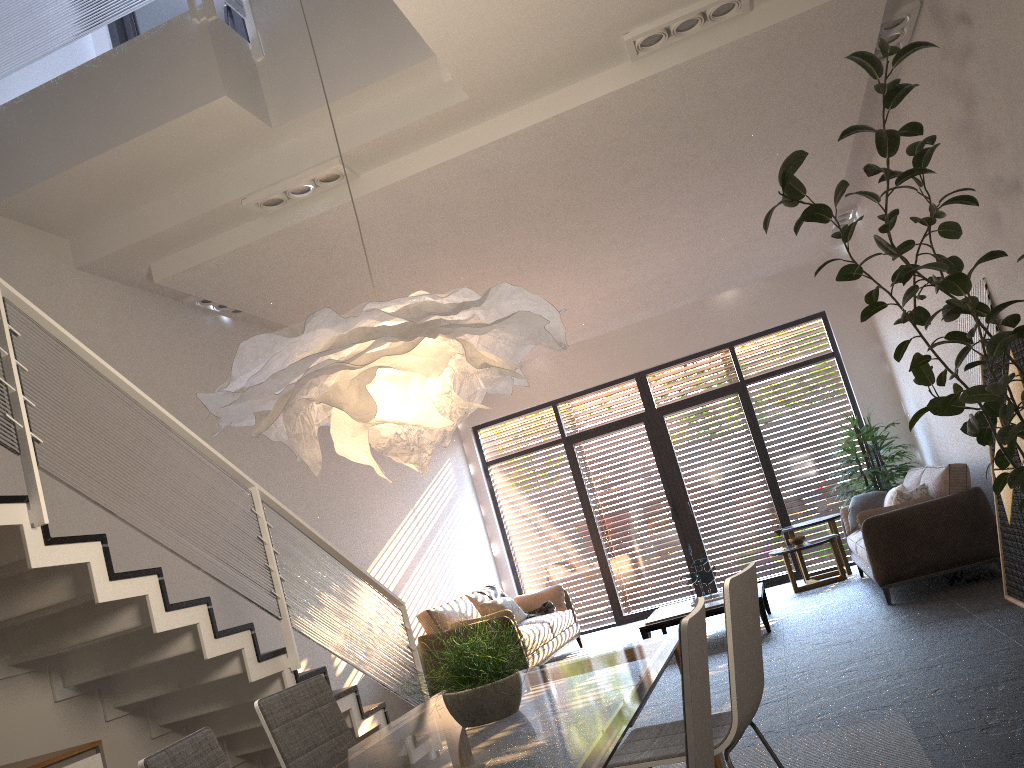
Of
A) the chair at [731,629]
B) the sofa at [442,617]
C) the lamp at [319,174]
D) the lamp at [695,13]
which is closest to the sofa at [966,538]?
the sofa at [442,617]

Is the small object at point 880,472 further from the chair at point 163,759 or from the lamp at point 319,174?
the chair at point 163,759

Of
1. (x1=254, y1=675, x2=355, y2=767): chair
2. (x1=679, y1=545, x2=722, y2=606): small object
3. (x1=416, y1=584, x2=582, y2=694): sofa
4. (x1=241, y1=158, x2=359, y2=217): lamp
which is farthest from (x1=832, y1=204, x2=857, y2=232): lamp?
(x1=254, y1=675, x2=355, y2=767): chair

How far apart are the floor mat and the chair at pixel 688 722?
1.7m

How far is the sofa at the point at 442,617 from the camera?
7.9m

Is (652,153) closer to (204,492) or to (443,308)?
(204,492)

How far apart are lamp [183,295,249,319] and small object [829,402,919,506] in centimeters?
624cm

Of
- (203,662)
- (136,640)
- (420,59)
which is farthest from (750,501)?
(136,640)

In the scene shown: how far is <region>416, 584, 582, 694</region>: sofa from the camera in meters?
7.9

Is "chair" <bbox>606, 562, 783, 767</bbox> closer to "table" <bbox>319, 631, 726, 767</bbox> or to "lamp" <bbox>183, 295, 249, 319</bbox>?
"table" <bbox>319, 631, 726, 767</bbox>
